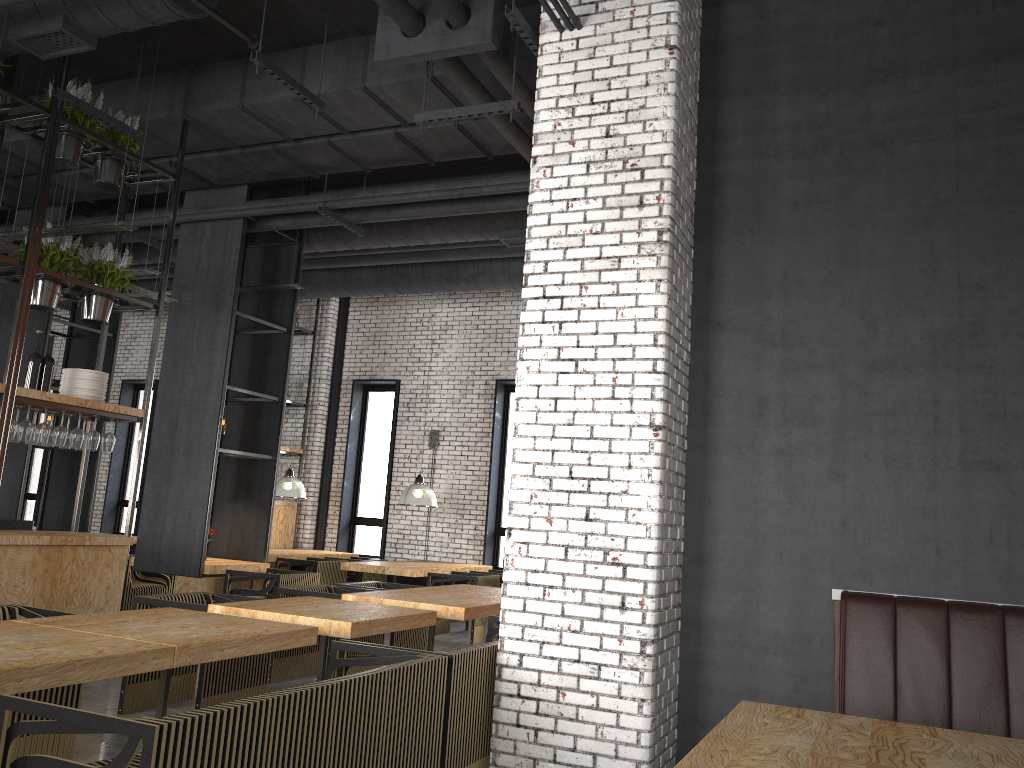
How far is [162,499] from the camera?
8.8 meters

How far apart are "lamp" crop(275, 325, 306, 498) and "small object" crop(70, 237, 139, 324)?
5.2 meters

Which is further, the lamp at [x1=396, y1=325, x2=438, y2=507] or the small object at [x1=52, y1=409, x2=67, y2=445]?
the lamp at [x1=396, y1=325, x2=438, y2=507]

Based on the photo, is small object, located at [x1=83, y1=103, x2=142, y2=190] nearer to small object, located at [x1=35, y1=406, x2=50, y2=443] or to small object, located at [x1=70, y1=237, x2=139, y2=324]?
small object, located at [x1=70, y1=237, x2=139, y2=324]

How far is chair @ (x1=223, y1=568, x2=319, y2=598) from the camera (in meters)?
8.35

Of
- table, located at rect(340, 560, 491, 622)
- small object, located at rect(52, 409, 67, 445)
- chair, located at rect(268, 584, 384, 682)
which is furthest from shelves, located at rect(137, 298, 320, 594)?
small object, located at rect(52, 409, 67, 445)

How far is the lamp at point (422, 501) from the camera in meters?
11.1

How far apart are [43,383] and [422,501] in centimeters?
531cm

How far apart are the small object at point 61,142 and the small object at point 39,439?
2.0 meters

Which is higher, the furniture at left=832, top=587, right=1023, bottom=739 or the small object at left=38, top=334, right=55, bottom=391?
the small object at left=38, top=334, right=55, bottom=391
